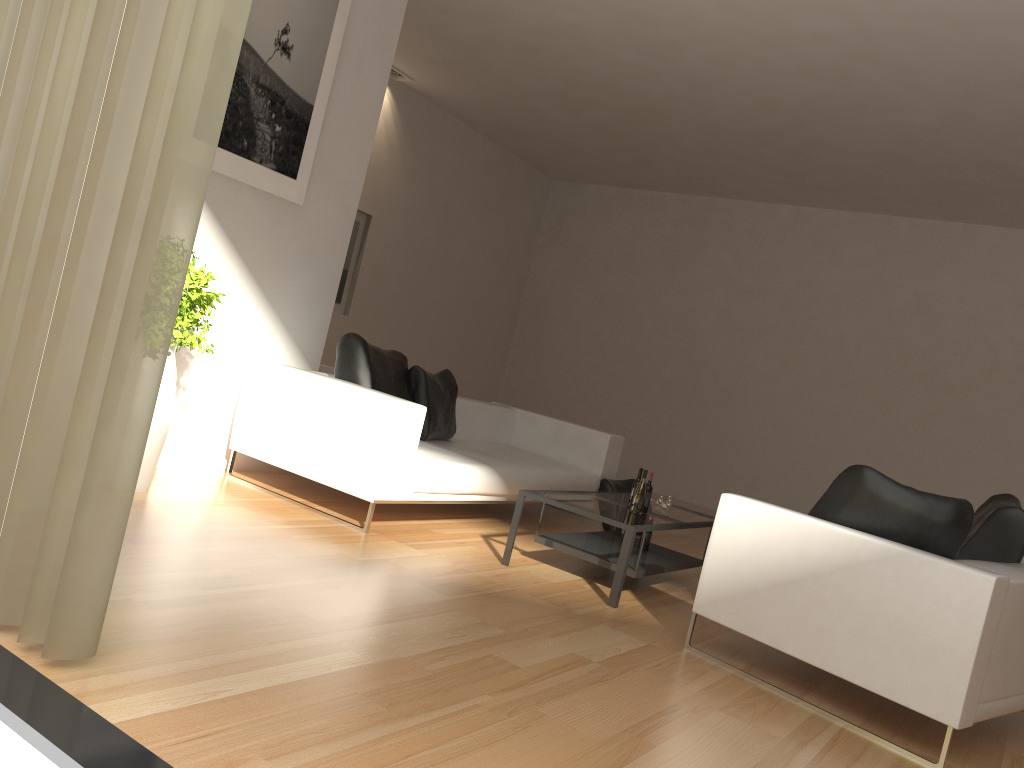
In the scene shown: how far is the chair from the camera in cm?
326

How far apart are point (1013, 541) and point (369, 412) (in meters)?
3.29

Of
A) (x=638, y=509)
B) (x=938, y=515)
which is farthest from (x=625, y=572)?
(x=938, y=515)

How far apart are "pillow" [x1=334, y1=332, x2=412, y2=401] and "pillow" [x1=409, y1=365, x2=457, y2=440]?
0.06m

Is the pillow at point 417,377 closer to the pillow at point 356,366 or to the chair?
the pillow at point 356,366

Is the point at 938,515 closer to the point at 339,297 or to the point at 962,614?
the point at 962,614

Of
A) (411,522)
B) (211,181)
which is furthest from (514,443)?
(211,181)

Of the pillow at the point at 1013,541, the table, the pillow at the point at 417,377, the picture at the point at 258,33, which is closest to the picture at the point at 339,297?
the pillow at the point at 417,377

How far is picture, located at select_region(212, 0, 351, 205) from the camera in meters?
5.1

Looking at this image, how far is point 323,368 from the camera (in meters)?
6.84
